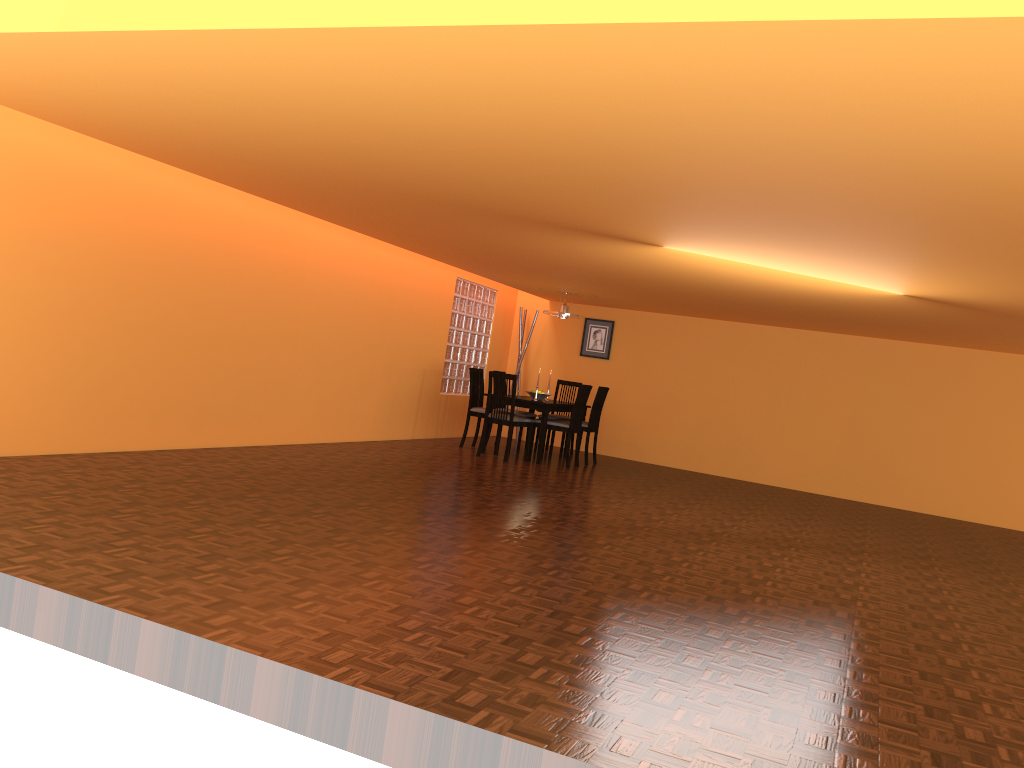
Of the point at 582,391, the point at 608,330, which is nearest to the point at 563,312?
the point at 582,391

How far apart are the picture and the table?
1.3 meters

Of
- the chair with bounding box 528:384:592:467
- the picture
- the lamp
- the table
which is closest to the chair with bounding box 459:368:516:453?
the table

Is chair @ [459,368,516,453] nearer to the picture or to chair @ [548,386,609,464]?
chair @ [548,386,609,464]

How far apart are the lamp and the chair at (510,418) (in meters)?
1.27

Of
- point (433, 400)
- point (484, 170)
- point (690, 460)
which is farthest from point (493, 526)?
point (690, 460)

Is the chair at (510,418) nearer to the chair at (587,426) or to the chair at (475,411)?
the chair at (475,411)

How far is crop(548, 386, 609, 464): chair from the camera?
8.9m

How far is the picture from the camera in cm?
1036

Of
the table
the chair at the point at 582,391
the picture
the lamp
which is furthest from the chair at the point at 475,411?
the picture
